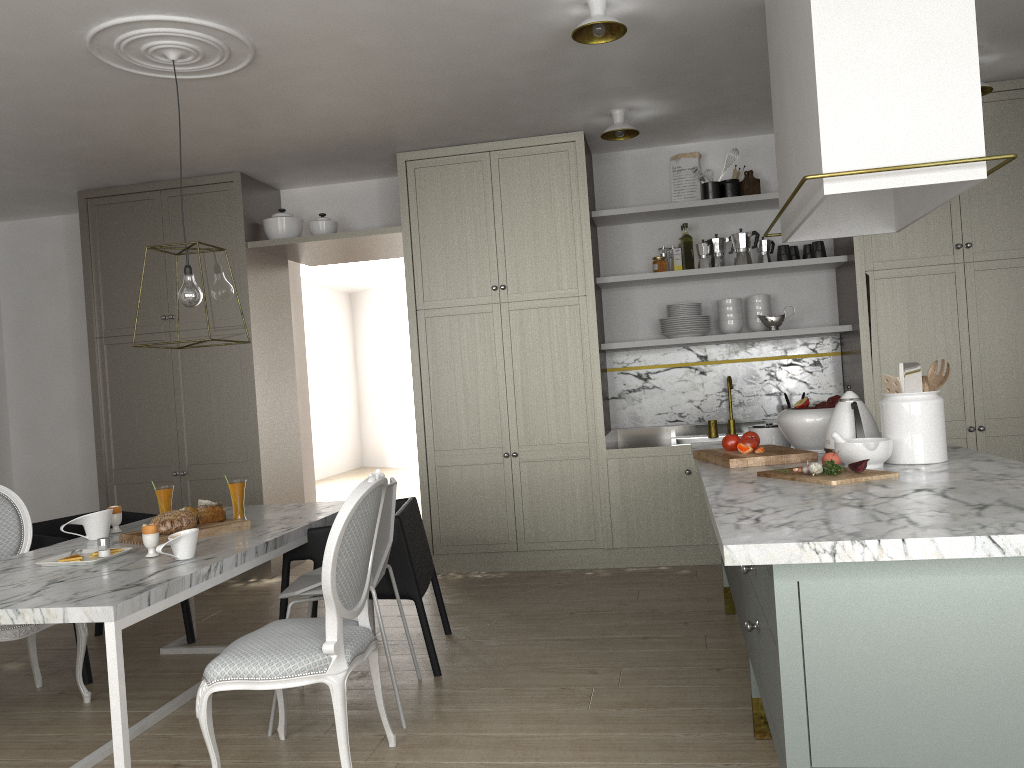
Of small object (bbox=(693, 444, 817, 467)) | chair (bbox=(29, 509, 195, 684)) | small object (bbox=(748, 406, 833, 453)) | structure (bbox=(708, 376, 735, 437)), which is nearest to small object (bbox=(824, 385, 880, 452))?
small object (bbox=(693, 444, 817, 467))

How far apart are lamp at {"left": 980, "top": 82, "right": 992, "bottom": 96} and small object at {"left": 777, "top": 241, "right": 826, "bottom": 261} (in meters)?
1.04

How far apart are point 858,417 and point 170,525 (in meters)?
2.27

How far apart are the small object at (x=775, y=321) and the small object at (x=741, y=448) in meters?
1.9

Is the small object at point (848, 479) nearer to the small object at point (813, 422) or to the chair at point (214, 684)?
the small object at point (813, 422)

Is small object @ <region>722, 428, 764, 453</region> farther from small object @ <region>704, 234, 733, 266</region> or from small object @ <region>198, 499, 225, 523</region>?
small object @ <region>704, 234, 733, 266</region>

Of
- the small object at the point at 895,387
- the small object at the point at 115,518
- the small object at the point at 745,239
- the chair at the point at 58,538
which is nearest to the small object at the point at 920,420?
the small object at the point at 895,387

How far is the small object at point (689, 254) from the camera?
5.02m

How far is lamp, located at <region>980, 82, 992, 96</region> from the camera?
4.1 meters

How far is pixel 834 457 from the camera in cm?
245
